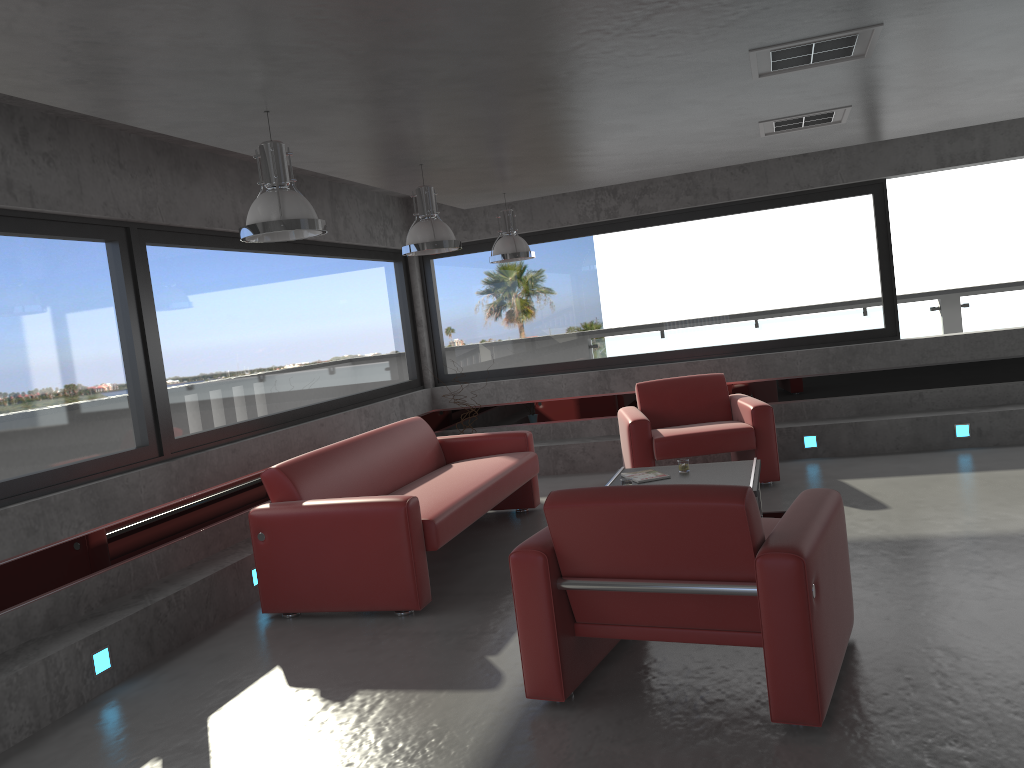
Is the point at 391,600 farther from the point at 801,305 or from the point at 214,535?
the point at 801,305

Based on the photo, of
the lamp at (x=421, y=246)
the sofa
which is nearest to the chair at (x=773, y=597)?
the sofa

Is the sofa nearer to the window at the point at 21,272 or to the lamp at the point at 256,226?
the window at the point at 21,272

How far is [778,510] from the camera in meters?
6.3 m

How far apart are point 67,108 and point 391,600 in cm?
292

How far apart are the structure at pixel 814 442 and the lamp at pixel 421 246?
4.08m

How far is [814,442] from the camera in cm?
810

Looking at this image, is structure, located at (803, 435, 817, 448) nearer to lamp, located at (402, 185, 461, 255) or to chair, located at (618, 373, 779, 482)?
chair, located at (618, 373, 779, 482)

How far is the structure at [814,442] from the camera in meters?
8.1 m

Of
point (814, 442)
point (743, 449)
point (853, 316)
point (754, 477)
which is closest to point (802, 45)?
point (754, 477)
